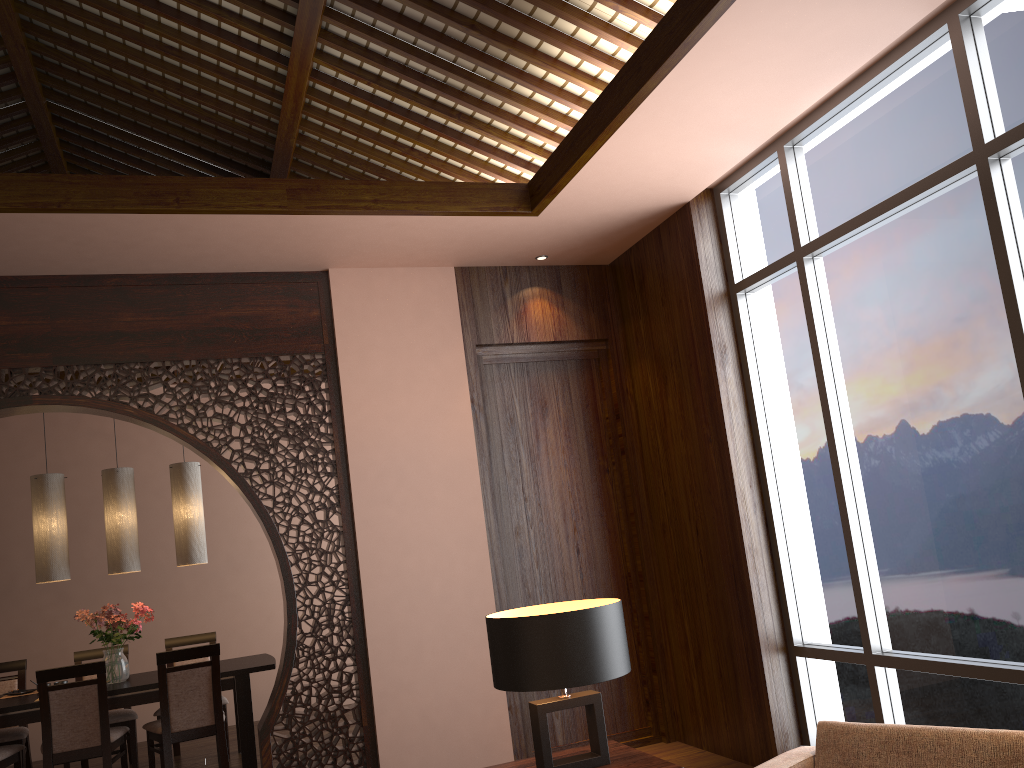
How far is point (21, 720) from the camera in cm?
514

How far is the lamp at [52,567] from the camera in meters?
5.6

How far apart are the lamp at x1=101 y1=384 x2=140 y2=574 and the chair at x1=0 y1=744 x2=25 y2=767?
1.1 meters

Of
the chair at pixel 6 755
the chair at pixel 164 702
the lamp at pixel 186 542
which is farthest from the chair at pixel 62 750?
the lamp at pixel 186 542

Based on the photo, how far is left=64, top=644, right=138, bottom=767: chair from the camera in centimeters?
586cm

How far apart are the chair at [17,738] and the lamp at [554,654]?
4.4 meters

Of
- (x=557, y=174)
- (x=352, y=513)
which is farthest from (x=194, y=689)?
(x=557, y=174)

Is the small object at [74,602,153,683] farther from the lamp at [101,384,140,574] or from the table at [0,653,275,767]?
the lamp at [101,384,140,574]

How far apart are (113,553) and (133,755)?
1.4 meters

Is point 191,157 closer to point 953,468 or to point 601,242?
point 601,242
